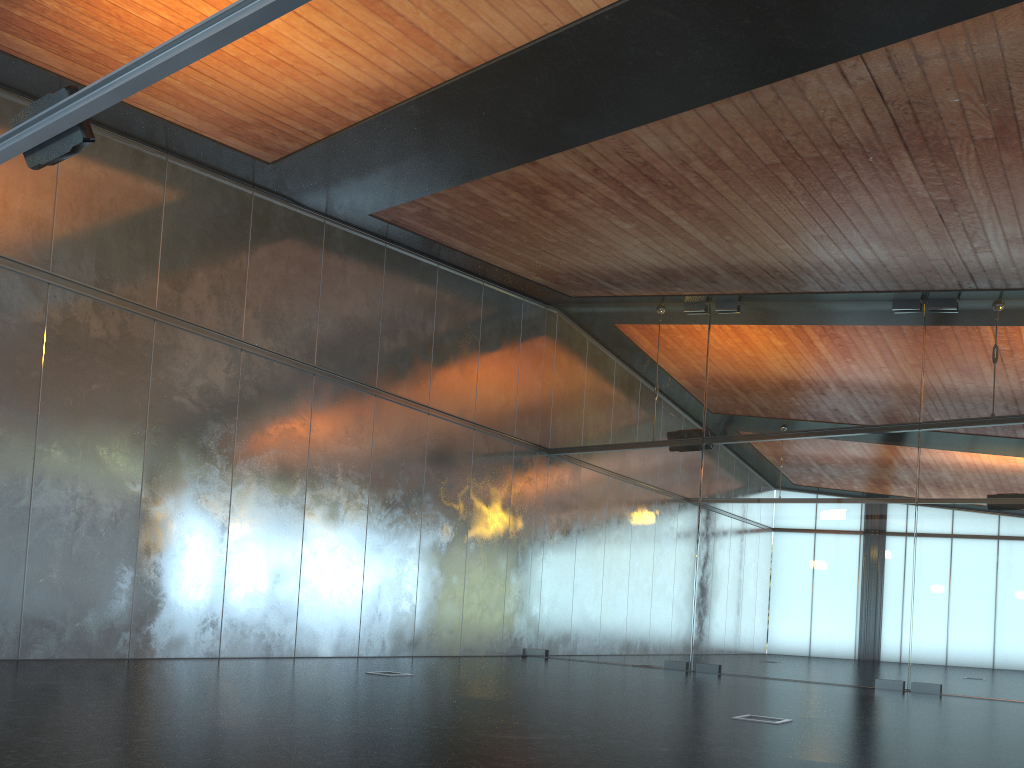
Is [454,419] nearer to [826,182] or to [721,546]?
[721,546]
